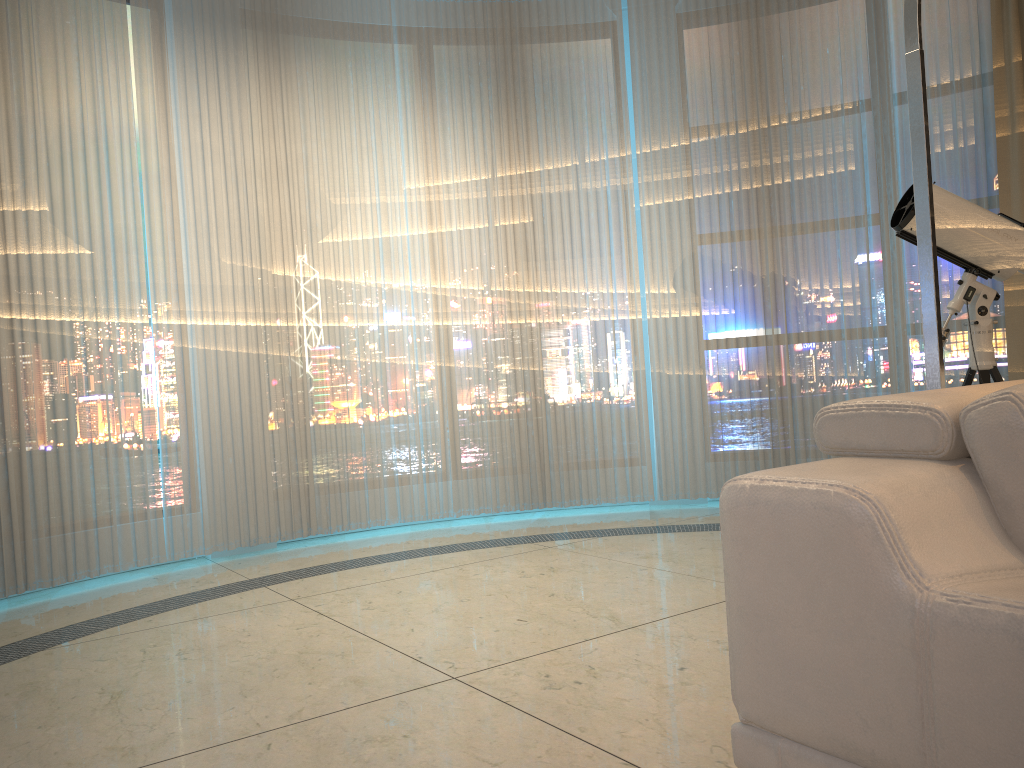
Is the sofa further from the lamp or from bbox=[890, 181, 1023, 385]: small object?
bbox=[890, 181, 1023, 385]: small object

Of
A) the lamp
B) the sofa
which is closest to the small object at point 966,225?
the lamp

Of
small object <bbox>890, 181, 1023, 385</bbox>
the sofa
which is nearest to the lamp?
A: the sofa

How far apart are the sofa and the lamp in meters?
0.7 m

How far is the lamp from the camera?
2.2m

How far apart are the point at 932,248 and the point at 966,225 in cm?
132

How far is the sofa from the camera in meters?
1.0

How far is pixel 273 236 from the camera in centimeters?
459cm

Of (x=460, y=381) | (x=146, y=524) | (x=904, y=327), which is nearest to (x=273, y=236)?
(x=460, y=381)

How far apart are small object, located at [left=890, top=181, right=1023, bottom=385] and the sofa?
2.0 meters
